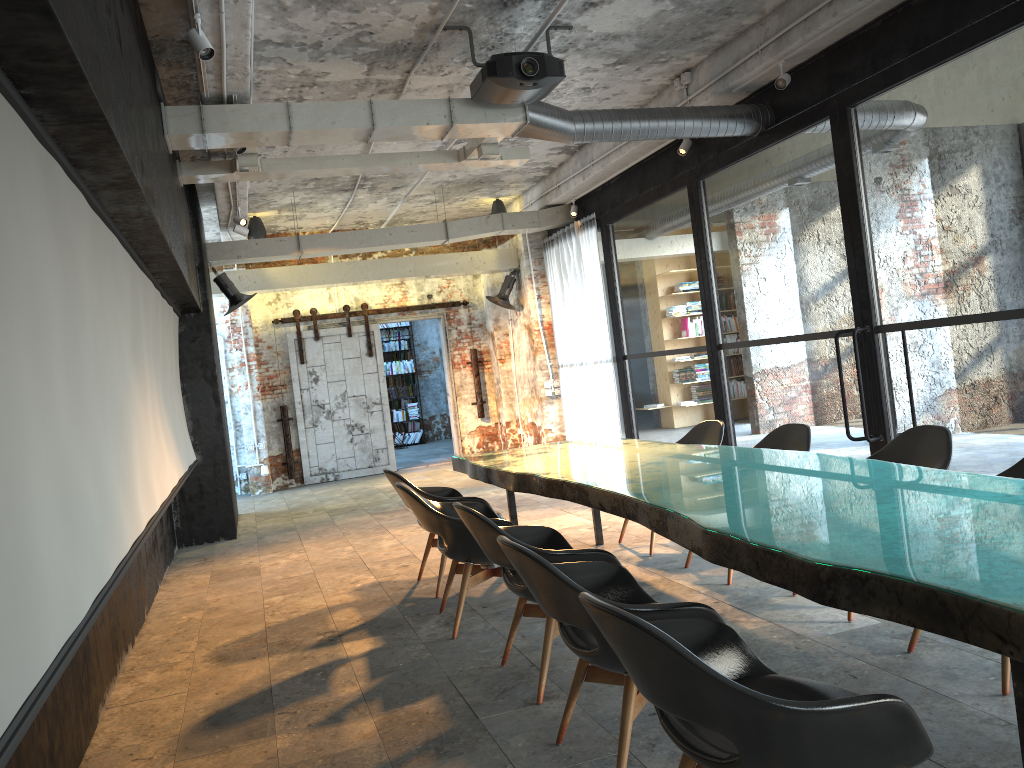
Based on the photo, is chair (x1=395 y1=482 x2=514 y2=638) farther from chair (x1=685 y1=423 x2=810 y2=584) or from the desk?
chair (x1=685 y1=423 x2=810 y2=584)

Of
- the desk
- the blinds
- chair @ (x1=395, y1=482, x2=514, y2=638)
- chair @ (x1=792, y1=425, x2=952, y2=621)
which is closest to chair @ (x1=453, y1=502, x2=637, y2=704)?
the desk

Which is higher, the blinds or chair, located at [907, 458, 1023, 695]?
the blinds

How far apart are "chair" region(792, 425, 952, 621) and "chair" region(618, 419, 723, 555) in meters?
1.5

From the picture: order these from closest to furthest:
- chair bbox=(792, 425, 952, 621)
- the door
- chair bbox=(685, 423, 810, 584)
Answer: chair bbox=(792, 425, 952, 621), chair bbox=(685, 423, 810, 584), the door

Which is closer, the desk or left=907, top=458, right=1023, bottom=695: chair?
the desk

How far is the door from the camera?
13.7 meters

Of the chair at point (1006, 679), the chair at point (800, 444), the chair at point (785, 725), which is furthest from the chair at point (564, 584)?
the chair at point (800, 444)

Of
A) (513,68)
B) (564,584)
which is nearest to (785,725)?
(564,584)

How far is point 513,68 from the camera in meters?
6.0
